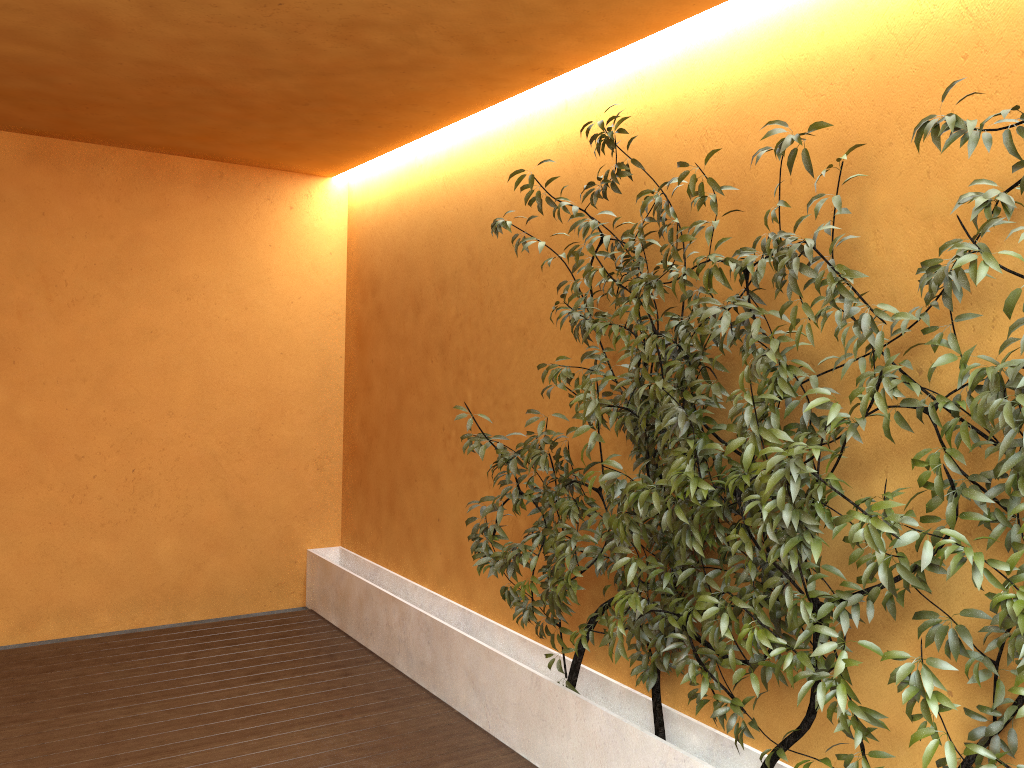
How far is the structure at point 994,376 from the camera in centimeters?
223cm

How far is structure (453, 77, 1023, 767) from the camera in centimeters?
223cm

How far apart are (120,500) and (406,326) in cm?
209

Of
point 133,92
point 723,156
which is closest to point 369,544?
point 133,92
